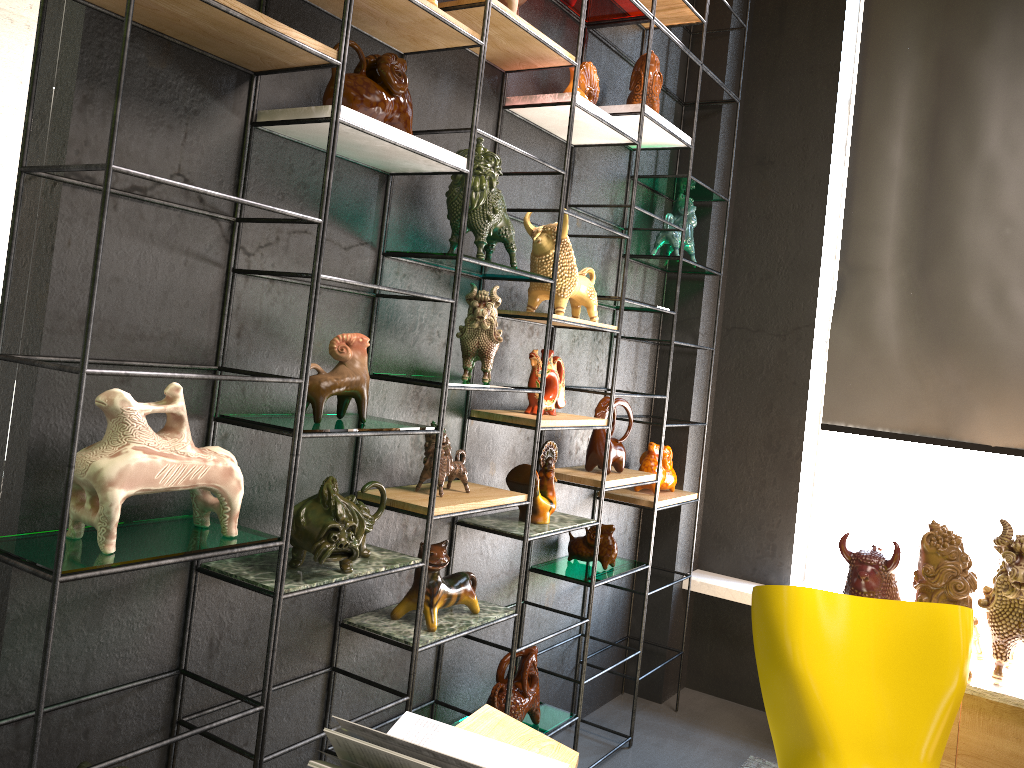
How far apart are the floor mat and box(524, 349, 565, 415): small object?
1.68m

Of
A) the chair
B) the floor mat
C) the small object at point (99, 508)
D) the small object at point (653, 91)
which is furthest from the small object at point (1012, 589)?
the small object at point (99, 508)

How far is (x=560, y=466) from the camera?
3.42m

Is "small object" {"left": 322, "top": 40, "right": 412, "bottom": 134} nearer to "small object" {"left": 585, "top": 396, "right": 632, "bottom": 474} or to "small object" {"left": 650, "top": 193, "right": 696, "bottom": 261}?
"small object" {"left": 585, "top": 396, "right": 632, "bottom": 474}

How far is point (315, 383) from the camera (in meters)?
2.03

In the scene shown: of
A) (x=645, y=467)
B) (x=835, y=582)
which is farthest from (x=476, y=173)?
(x=835, y=582)

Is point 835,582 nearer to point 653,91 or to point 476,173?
→ point 653,91

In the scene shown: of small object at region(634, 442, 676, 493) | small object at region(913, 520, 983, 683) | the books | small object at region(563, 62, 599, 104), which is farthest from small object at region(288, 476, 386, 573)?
small object at region(913, 520, 983, 683)

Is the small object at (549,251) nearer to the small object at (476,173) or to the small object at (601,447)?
the small object at (476,173)

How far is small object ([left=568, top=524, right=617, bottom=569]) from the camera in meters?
3.4 m
